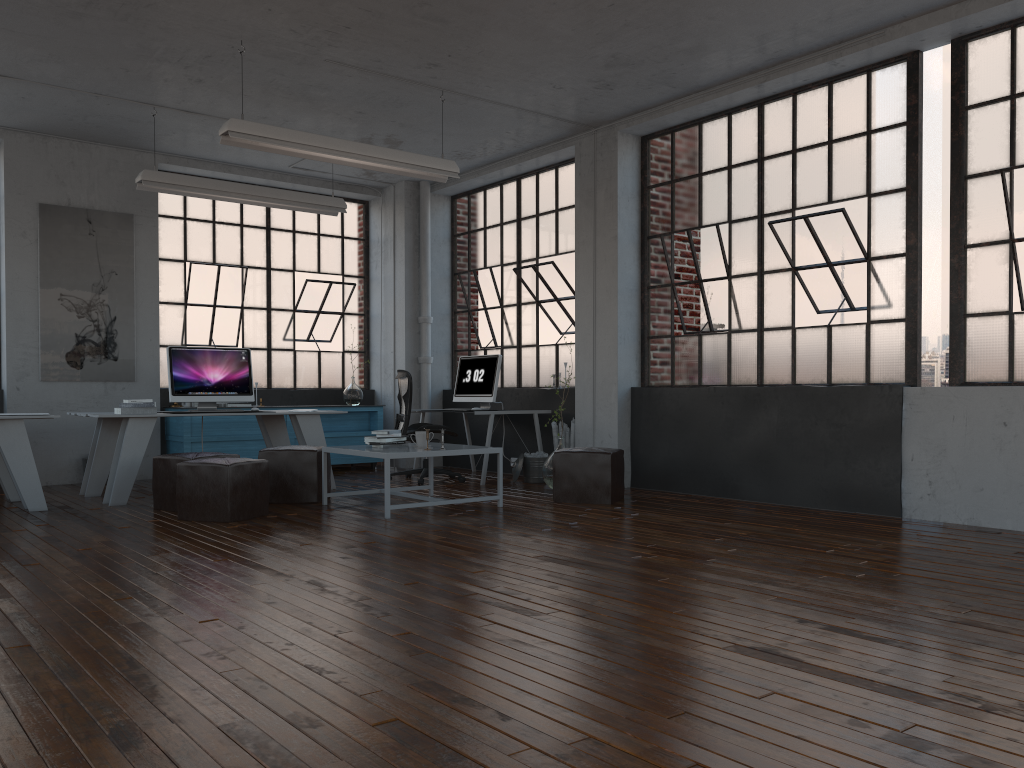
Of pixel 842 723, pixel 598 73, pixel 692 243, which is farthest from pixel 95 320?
pixel 842 723

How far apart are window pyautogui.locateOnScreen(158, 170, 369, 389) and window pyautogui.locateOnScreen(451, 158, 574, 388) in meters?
1.1

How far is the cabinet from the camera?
8.7m

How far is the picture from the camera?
8.29m

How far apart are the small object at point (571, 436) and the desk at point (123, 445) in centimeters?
227cm

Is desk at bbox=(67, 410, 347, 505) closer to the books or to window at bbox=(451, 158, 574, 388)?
the books

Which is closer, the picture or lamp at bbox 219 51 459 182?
lamp at bbox 219 51 459 182

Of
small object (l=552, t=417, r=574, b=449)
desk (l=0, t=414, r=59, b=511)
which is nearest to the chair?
small object (l=552, t=417, r=574, b=449)

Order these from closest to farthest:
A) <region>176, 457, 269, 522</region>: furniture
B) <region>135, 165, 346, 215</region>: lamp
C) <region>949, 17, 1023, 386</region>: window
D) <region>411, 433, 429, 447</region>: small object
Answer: <region>949, 17, 1023, 386</region>: window < <region>176, 457, 269, 522</region>: furniture < <region>411, 433, 429, 447</region>: small object < <region>135, 165, 346, 215</region>: lamp

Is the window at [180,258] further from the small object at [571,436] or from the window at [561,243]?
the small object at [571,436]
